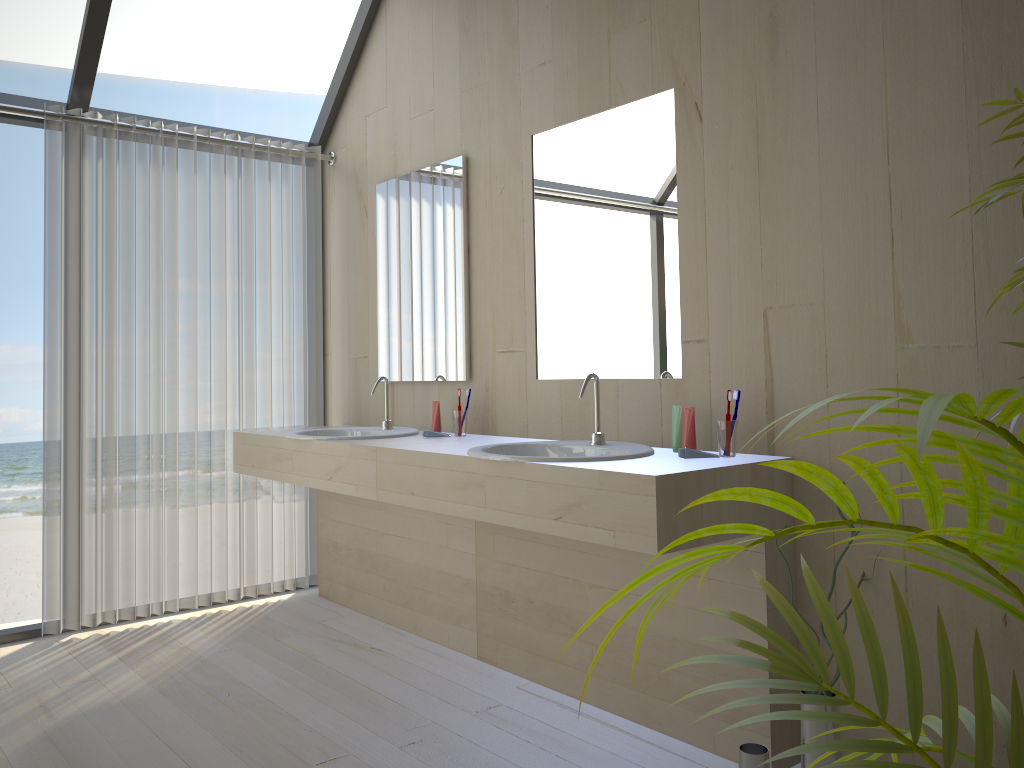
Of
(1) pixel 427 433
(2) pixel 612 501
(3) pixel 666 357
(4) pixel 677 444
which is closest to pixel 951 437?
(2) pixel 612 501

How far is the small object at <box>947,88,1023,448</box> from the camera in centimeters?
115cm

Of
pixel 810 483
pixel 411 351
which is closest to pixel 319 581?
pixel 411 351

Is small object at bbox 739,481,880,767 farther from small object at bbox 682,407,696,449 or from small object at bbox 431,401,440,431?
small object at bbox 431,401,440,431

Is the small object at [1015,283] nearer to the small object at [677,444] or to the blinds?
the small object at [677,444]

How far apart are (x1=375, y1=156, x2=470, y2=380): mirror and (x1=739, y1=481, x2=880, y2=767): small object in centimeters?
172cm

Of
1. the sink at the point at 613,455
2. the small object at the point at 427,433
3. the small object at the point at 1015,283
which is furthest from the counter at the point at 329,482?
the small object at the point at 1015,283

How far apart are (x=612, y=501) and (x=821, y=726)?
0.7m

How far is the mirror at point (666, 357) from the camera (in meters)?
2.64

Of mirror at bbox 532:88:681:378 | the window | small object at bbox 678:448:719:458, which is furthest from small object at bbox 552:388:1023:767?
the window
